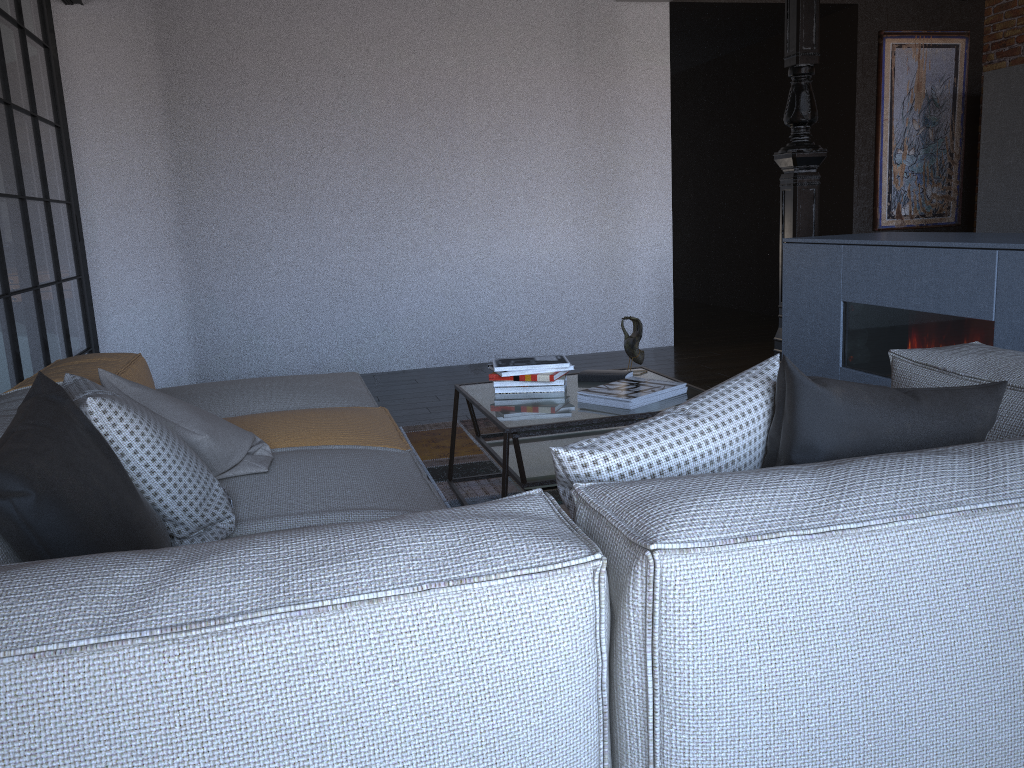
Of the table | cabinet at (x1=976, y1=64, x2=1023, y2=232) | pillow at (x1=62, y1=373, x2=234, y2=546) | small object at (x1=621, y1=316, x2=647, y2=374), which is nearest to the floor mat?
the table

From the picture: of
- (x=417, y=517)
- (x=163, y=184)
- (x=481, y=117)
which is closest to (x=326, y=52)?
(x=481, y=117)

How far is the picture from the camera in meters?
6.7

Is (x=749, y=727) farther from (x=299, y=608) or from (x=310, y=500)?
(x=310, y=500)

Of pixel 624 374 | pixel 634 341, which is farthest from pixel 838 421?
pixel 634 341

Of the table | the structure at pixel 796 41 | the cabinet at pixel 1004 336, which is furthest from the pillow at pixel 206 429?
the structure at pixel 796 41

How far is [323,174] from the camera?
5.80m

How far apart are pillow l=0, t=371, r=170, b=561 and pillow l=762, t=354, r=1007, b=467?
1.1m

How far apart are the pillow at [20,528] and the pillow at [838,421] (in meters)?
1.05

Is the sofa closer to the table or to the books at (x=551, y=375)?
the table
